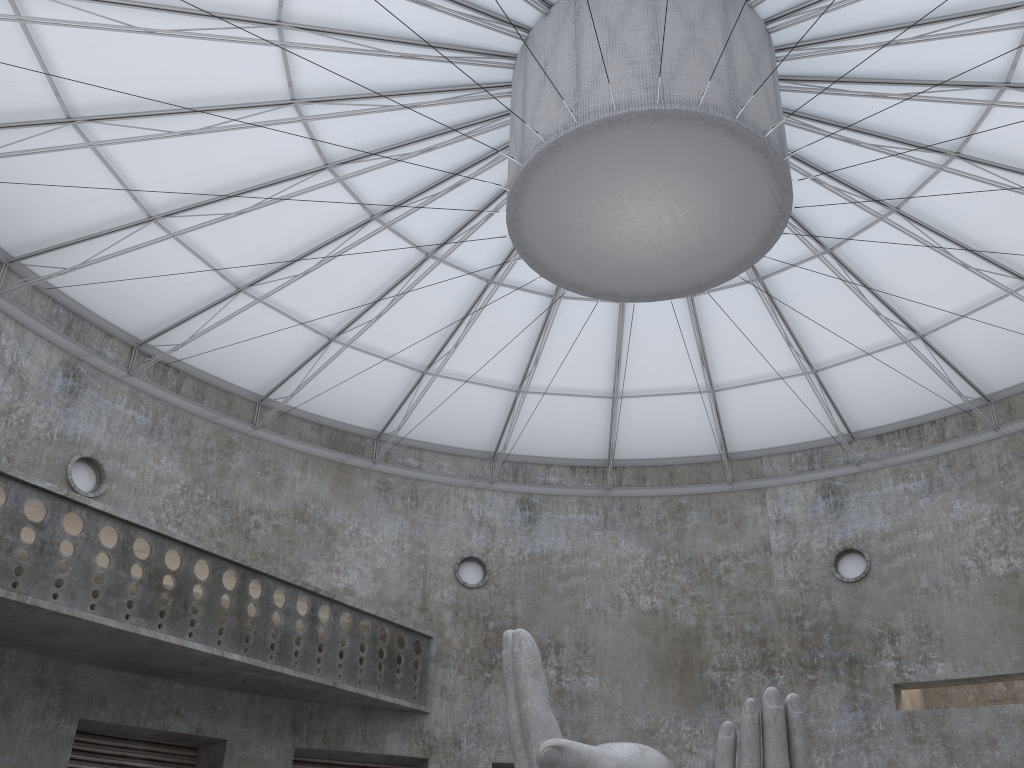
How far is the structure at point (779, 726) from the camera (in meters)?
13.89

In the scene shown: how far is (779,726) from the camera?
13.9m

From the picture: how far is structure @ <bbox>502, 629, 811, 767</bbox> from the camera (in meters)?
13.89
